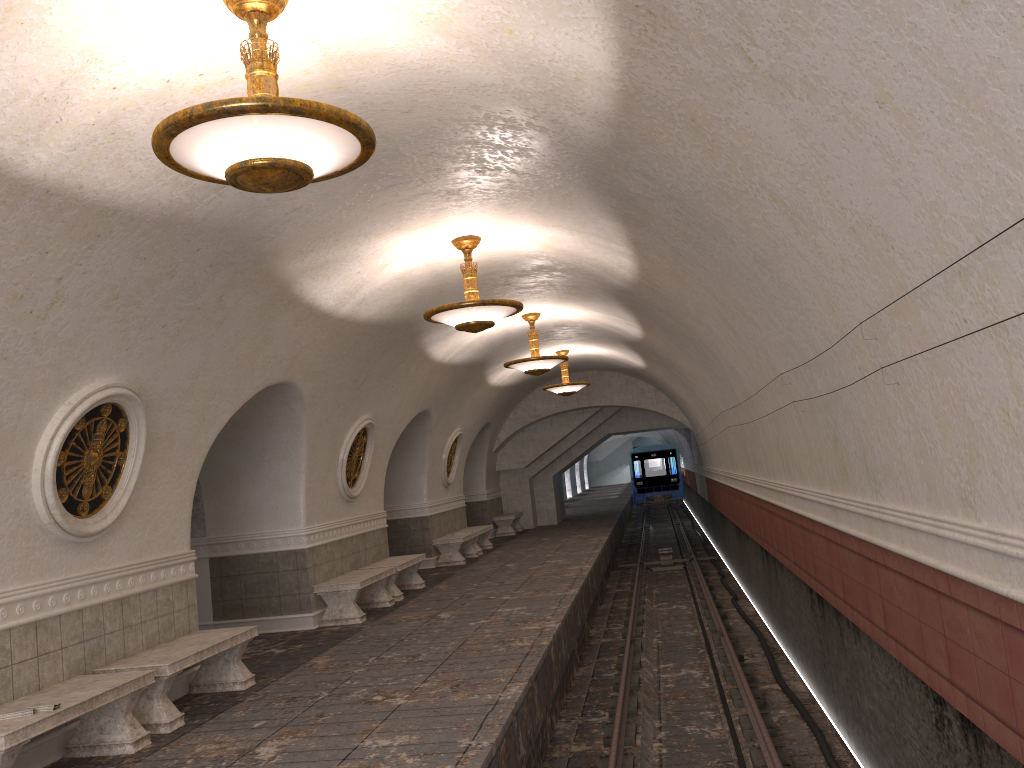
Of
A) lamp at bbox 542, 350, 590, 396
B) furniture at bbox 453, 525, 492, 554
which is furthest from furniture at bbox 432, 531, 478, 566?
lamp at bbox 542, 350, 590, 396

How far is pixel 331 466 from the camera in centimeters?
1176cm

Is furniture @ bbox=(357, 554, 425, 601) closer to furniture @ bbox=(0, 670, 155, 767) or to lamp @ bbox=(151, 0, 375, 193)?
furniture @ bbox=(0, 670, 155, 767)

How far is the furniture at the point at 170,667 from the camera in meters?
6.6 m

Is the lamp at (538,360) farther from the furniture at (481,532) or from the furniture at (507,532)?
the furniture at (507,532)

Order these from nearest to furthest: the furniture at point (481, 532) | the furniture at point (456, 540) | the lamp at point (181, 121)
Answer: the lamp at point (181, 121) < the furniture at point (456, 540) < the furniture at point (481, 532)

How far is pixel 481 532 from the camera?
18.5m

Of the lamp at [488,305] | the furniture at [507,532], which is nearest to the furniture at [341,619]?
the lamp at [488,305]

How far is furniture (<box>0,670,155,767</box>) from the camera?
5.1 meters

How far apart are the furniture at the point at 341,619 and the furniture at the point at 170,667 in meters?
2.9 m
